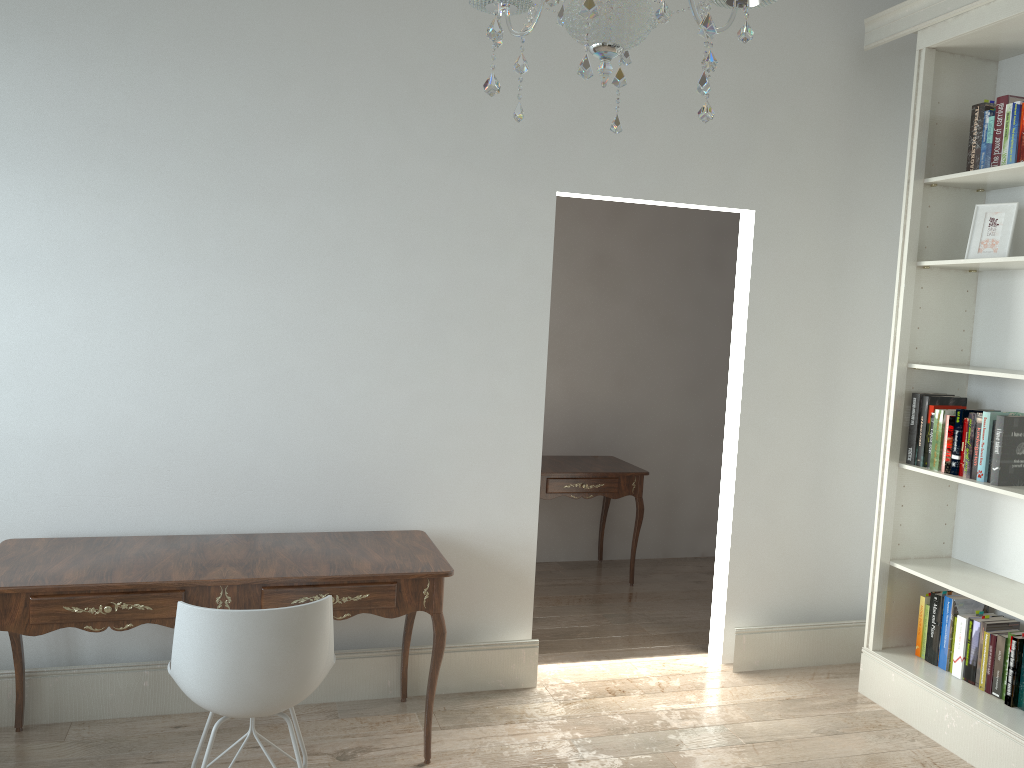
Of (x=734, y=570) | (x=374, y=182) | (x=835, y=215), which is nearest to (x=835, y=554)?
(x=734, y=570)

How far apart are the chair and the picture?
2.7m

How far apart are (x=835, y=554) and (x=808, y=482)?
0.4 meters

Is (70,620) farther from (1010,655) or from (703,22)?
(1010,655)

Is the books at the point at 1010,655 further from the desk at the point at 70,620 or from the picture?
the desk at the point at 70,620

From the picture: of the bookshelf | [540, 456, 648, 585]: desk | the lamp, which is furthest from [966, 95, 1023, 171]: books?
[540, 456, 648, 585]: desk

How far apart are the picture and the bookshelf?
0.04m

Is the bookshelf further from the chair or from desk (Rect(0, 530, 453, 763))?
the chair

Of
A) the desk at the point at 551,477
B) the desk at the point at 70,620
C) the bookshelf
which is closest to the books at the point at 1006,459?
the bookshelf

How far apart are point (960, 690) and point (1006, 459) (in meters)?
0.89
